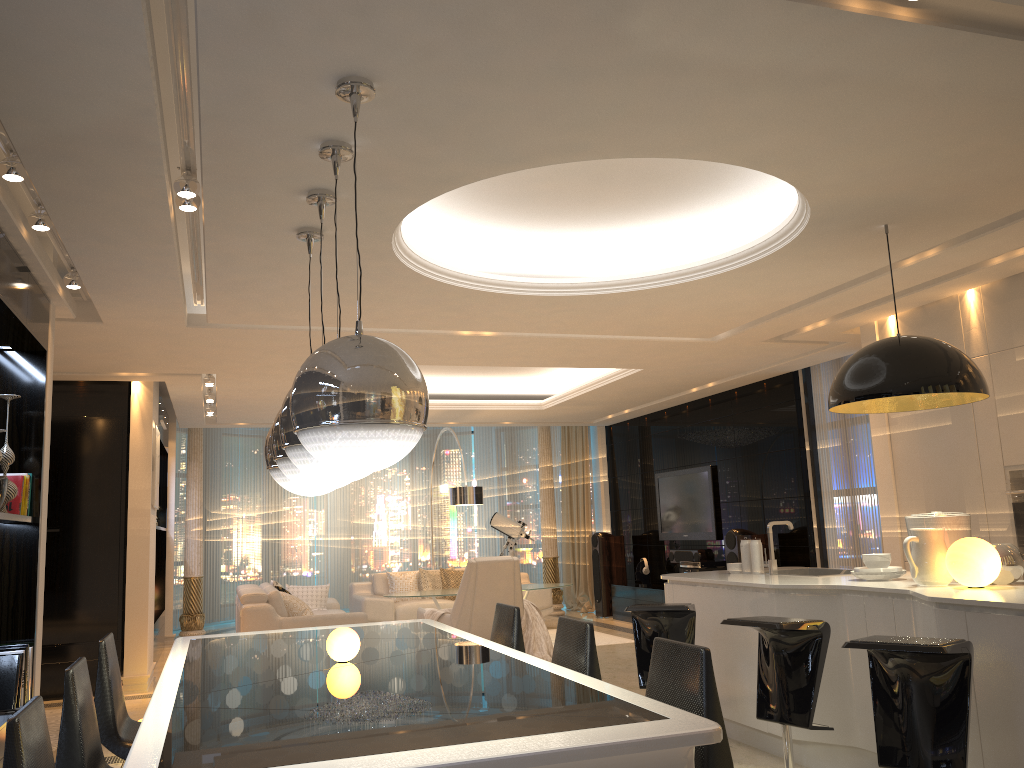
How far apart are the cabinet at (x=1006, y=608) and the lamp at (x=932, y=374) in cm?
84

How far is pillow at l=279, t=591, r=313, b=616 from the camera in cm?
840

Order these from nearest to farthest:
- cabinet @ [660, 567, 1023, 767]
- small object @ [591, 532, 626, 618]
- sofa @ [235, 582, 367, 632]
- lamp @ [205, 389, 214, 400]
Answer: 1. cabinet @ [660, 567, 1023, 767]
2. sofa @ [235, 582, 367, 632]
3. lamp @ [205, 389, 214, 400]
4. small object @ [591, 532, 626, 618]

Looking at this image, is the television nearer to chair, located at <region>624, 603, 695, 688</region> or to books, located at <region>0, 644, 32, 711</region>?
chair, located at <region>624, 603, 695, 688</region>

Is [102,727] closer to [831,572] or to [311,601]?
[831,572]

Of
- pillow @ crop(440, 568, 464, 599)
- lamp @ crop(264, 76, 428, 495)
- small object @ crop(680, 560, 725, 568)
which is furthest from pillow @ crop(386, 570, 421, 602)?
lamp @ crop(264, 76, 428, 495)

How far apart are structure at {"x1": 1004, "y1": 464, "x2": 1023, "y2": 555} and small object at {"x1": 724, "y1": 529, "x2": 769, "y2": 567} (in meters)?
3.40

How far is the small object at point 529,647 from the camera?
7.66m

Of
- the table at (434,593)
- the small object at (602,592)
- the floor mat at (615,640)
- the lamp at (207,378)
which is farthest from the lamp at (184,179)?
the small object at (602,592)

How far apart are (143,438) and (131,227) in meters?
4.3
